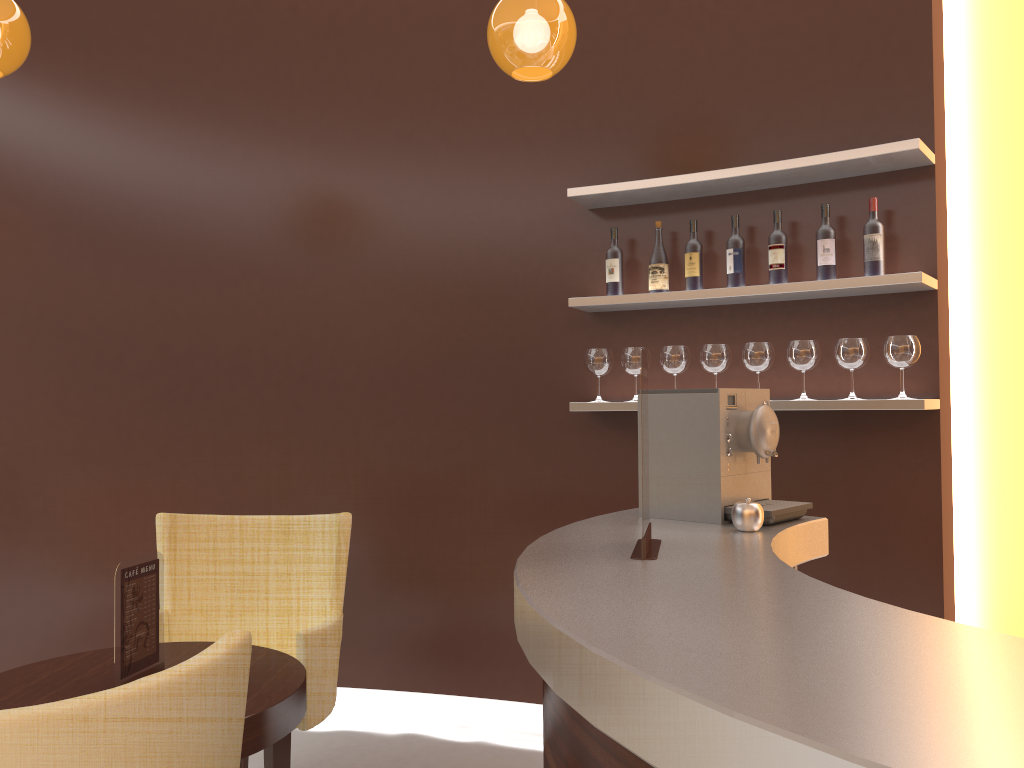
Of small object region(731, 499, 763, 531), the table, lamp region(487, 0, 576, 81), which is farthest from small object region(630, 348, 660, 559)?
lamp region(487, 0, 576, 81)

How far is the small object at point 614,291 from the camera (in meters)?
3.60

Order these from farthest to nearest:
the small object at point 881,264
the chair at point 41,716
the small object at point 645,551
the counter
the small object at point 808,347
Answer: the small object at point 808,347
the small object at point 881,264
the small object at point 645,551
the chair at point 41,716
the counter

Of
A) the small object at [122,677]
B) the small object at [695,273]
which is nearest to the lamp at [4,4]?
the small object at [122,677]

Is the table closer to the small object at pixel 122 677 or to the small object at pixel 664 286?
the small object at pixel 122 677

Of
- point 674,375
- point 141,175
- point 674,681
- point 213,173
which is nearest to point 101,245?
point 141,175

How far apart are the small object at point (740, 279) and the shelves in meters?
0.1

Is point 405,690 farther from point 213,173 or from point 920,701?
point 920,701

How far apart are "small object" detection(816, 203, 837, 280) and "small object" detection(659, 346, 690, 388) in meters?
0.6 m

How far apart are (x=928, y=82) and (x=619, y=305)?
1.4m
